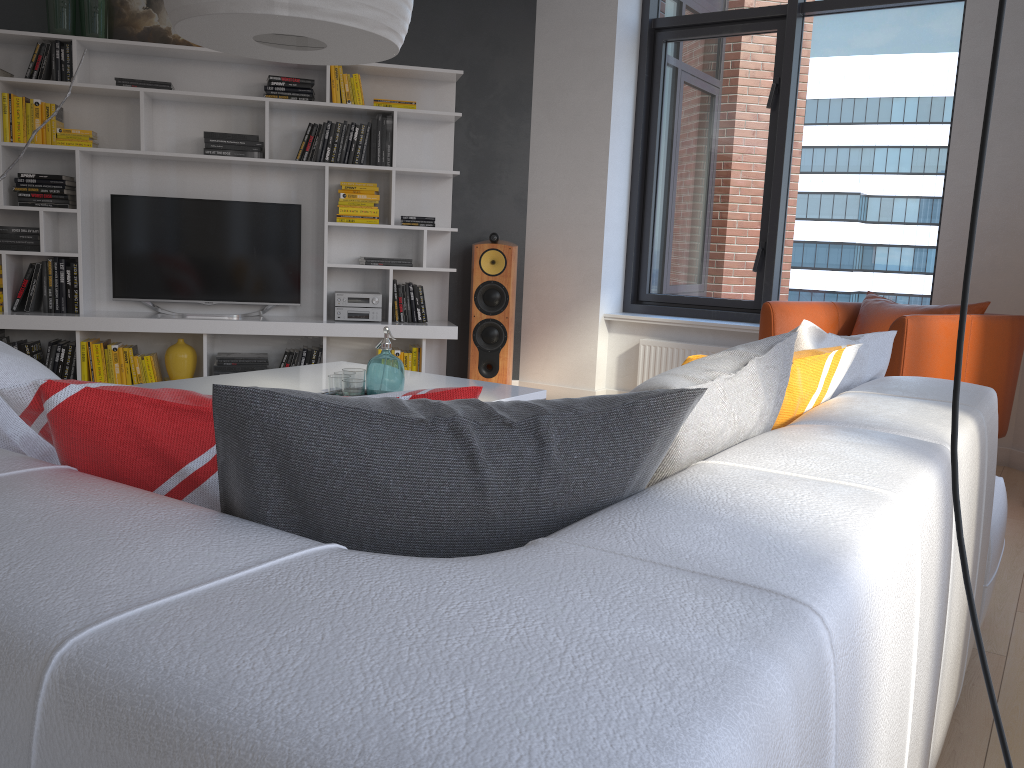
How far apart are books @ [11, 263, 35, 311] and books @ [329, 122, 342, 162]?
1.84m

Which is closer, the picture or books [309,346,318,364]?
the picture

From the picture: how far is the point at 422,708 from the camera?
0.5m

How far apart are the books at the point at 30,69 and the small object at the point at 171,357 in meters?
1.7

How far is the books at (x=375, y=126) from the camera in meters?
5.4

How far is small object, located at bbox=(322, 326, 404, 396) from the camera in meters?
2.9

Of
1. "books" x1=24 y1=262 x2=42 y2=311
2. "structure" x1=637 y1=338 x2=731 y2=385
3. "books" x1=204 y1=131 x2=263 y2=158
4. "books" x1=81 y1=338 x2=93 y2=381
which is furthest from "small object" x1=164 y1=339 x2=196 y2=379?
"structure" x1=637 y1=338 x2=731 y2=385

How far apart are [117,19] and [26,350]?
2.0m

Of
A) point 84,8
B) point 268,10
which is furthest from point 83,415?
point 84,8

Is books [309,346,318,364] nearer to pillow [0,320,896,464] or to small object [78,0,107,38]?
small object [78,0,107,38]
